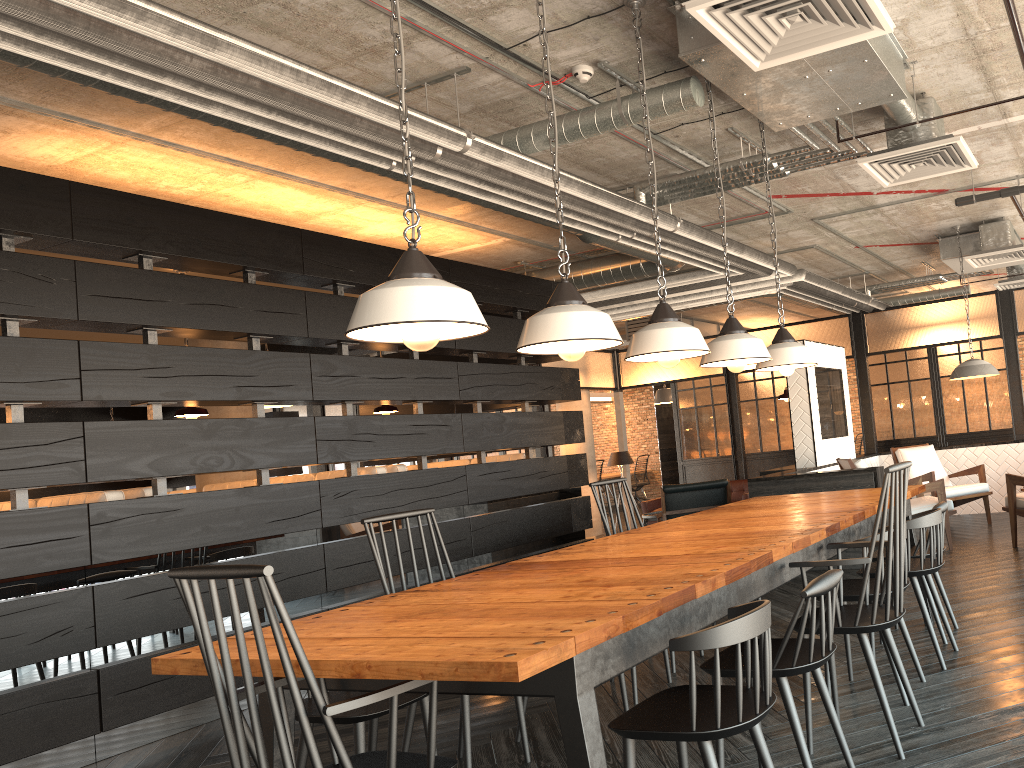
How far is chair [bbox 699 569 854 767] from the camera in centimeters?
244cm

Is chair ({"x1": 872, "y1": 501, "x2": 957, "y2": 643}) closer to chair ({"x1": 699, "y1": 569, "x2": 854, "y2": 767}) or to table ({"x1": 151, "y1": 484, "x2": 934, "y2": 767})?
table ({"x1": 151, "y1": 484, "x2": 934, "y2": 767})

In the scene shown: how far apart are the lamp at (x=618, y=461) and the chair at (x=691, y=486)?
2.8m

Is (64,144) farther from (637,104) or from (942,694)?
(942,694)

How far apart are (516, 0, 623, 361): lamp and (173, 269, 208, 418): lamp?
3.9 meters

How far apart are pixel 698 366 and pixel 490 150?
8.18m

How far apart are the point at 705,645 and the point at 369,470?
4.57m

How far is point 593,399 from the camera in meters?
18.0

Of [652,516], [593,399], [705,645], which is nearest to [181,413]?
[705,645]

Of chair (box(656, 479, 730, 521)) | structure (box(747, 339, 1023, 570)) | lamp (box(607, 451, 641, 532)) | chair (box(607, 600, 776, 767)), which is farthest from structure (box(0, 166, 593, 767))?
lamp (box(607, 451, 641, 532))
